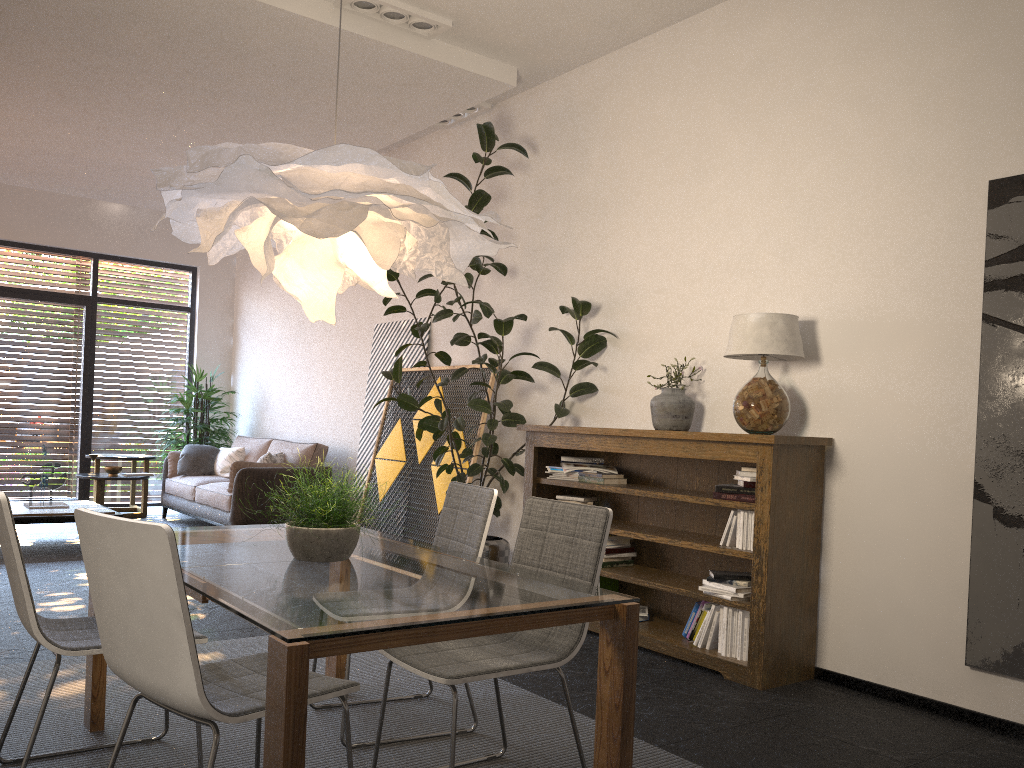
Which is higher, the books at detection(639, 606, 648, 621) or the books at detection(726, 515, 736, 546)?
the books at detection(726, 515, 736, 546)

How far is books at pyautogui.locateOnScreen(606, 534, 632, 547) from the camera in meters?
5.1

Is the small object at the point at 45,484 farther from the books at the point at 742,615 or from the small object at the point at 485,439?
the books at the point at 742,615

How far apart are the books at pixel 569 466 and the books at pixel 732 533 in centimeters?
110cm

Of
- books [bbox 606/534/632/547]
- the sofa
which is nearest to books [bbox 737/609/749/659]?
books [bbox 606/534/632/547]

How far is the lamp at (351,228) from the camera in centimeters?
237cm

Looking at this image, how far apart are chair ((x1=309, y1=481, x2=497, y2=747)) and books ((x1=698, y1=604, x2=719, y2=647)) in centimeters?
151cm

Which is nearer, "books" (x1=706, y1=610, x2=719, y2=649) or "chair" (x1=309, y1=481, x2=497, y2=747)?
"chair" (x1=309, y1=481, x2=497, y2=747)

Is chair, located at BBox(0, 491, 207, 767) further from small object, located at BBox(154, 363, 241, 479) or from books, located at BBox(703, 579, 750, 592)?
small object, located at BBox(154, 363, 241, 479)

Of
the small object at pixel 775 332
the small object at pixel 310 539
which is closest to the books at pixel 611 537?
the small object at pixel 775 332
